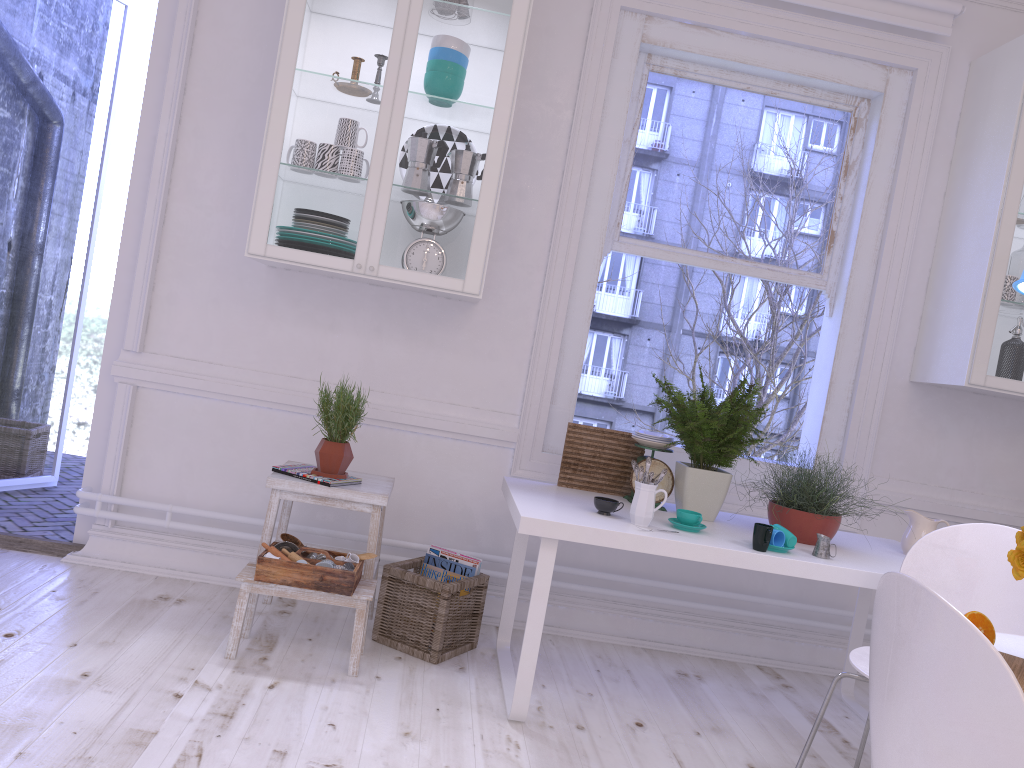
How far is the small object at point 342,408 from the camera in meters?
2.9 m

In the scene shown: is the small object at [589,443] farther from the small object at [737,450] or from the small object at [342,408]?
the small object at [342,408]

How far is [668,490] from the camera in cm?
310

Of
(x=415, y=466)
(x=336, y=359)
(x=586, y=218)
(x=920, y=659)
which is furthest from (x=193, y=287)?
(x=920, y=659)

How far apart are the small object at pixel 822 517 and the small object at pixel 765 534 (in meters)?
0.22

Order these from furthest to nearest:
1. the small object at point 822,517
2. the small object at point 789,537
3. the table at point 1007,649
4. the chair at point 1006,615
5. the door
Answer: the door
the small object at point 822,517
the small object at point 789,537
the chair at point 1006,615
the table at point 1007,649

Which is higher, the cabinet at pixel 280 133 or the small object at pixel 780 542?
the cabinet at pixel 280 133

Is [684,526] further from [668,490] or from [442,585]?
[442,585]

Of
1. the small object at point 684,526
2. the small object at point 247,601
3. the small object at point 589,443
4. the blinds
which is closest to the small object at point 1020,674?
the small object at point 684,526

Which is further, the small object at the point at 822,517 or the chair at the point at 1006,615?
the small object at the point at 822,517
